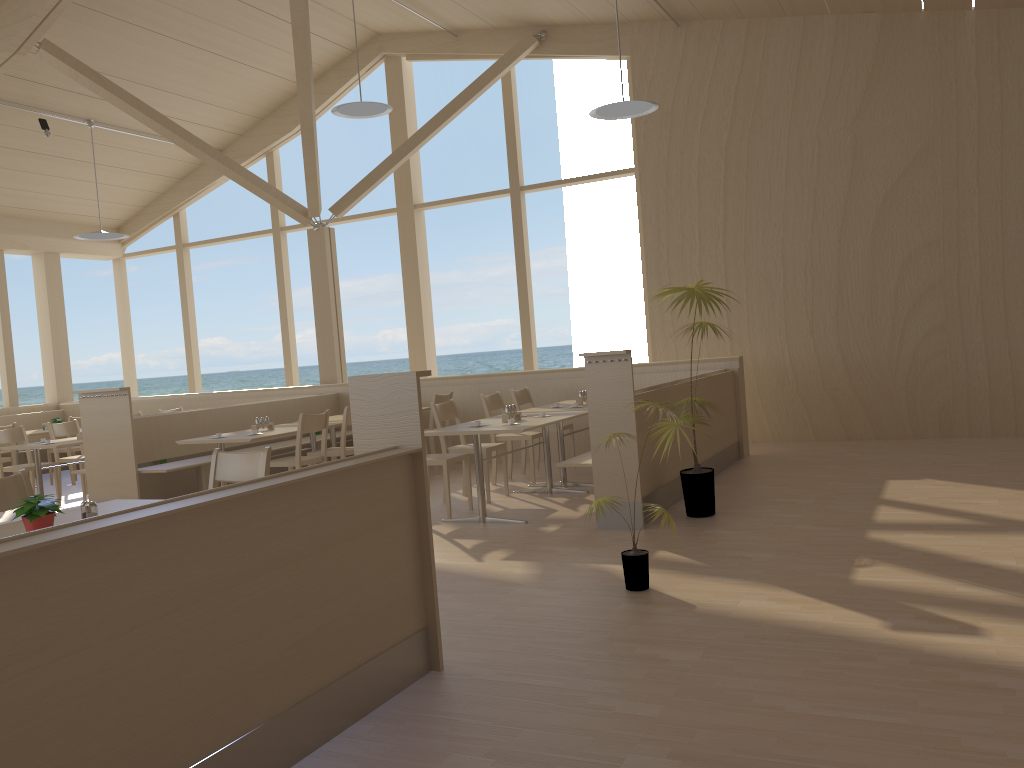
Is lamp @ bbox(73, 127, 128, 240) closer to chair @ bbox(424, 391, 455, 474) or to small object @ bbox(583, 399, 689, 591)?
chair @ bbox(424, 391, 455, 474)

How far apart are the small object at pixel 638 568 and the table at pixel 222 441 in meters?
3.5

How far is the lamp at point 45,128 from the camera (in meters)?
9.60

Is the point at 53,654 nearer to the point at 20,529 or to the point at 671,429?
the point at 20,529

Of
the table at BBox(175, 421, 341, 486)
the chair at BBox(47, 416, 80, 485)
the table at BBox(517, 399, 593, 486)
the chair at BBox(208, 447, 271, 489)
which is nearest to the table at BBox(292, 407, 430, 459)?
the table at BBox(175, 421, 341, 486)

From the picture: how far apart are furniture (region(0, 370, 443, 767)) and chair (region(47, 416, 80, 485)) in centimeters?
820cm

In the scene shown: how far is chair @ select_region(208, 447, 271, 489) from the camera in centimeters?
402cm

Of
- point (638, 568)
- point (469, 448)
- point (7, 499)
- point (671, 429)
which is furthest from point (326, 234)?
point (638, 568)

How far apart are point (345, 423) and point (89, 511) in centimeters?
412cm

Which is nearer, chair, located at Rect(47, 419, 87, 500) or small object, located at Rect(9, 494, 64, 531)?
small object, located at Rect(9, 494, 64, 531)
